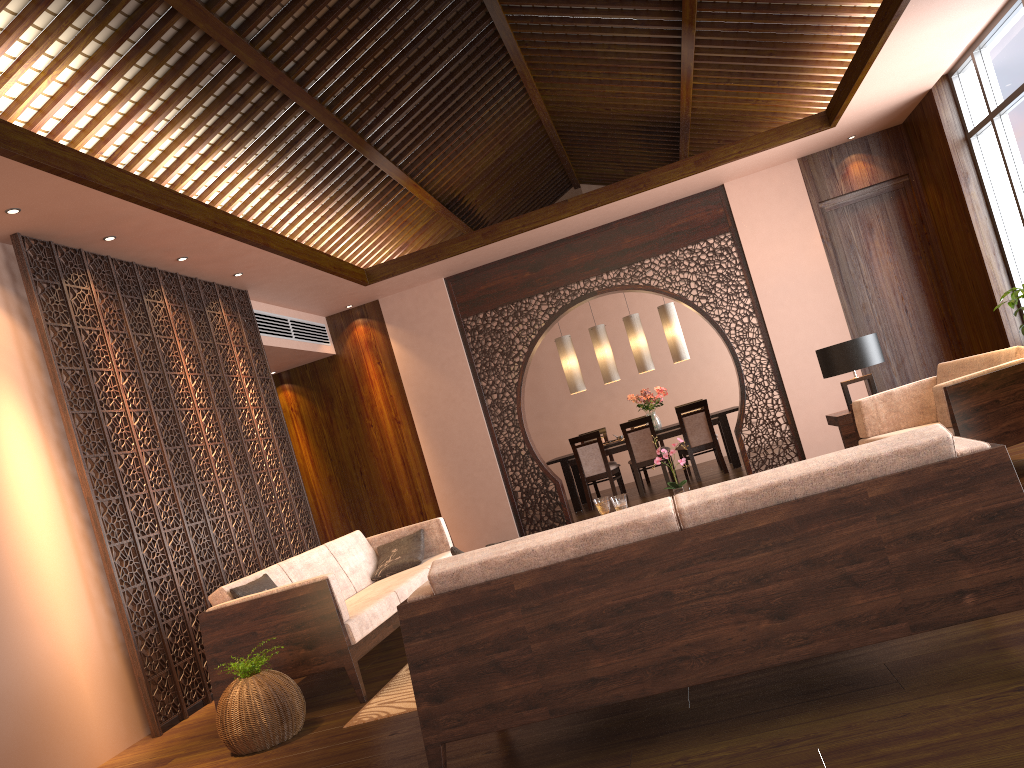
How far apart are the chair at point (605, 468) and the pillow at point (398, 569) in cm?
412

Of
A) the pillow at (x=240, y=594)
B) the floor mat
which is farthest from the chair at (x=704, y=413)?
the pillow at (x=240, y=594)

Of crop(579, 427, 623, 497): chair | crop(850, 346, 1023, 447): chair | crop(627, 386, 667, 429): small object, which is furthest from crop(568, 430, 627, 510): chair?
crop(850, 346, 1023, 447): chair

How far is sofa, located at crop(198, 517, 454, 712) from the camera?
4.1 meters

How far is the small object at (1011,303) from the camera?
4.76m

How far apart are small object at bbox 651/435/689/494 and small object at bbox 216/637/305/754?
2.3 meters

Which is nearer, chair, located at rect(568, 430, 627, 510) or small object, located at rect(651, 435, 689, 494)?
small object, located at rect(651, 435, 689, 494)

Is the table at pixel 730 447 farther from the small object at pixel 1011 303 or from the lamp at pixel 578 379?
the small object at pixel 1011 303

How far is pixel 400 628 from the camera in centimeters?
582cm

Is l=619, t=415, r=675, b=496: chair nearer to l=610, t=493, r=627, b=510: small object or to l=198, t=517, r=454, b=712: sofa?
l=198, t=517, r=454, b=712: sofa
